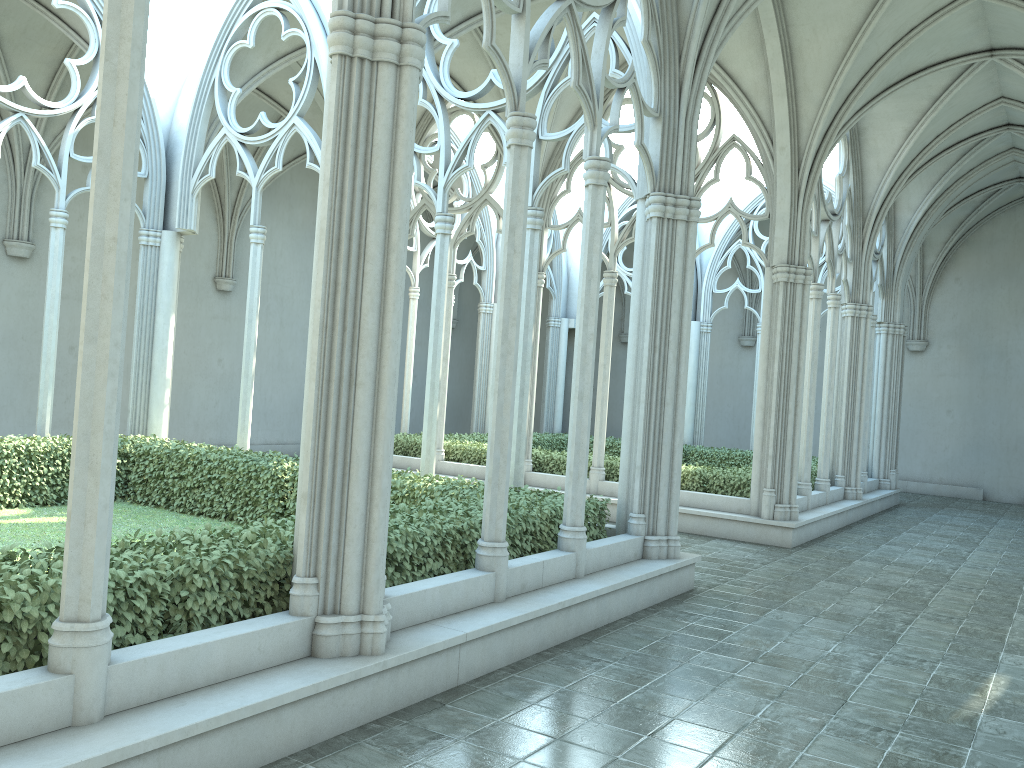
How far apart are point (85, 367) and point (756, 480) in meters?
10.9

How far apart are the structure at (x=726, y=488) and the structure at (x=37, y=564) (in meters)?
5.14

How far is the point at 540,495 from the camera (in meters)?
9.41

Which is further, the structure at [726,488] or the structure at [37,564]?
the structure at [726,488]

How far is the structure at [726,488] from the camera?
14.0 meters

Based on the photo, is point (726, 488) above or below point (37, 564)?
below

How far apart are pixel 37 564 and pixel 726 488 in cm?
1116

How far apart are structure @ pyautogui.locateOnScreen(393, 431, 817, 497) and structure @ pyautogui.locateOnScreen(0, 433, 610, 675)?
5.14m

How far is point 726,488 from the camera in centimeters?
1397cm

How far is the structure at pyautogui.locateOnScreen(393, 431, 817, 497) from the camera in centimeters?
1397cm
